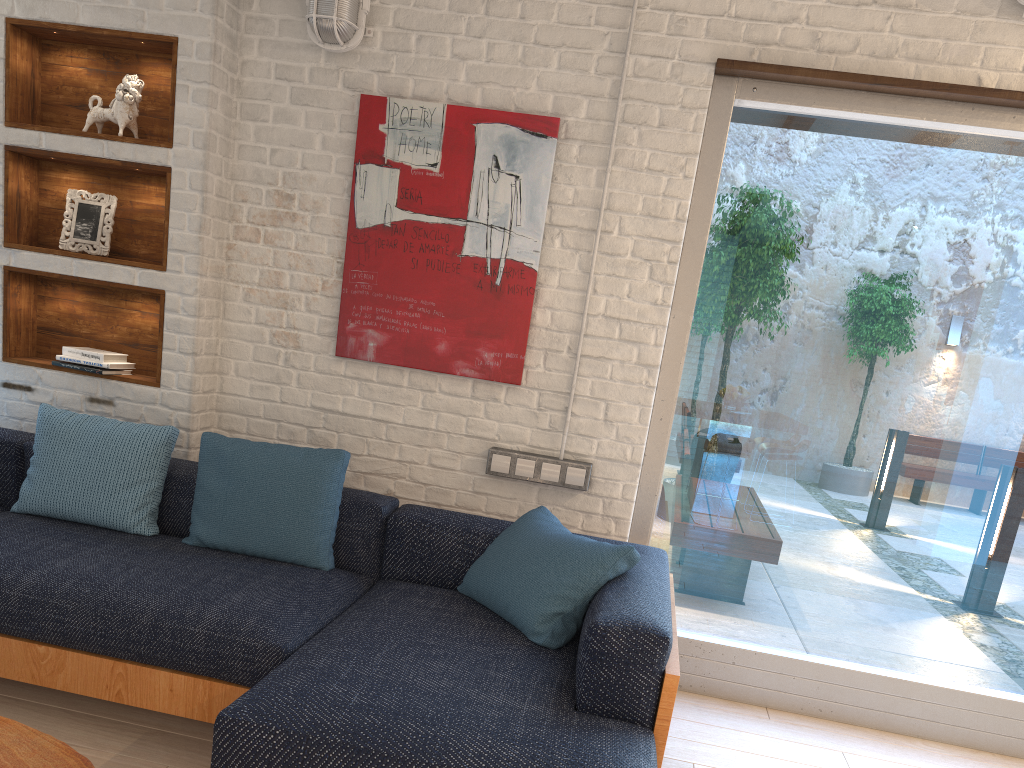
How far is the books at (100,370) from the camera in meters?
3.4

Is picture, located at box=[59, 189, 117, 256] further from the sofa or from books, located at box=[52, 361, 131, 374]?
the sofa

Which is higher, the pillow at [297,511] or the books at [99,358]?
the books at [99,358]

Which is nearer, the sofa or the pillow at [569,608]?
the sofa

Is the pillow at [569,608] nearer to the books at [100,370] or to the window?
the window

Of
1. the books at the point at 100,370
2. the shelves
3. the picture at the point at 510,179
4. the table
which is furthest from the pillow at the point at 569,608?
the books at the point at 100,370

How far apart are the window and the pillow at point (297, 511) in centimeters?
115cm

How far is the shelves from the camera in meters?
3.4

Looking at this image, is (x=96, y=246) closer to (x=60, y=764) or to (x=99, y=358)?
(x=99, y=358)

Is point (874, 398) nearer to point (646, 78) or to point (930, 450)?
point (930, 450)
